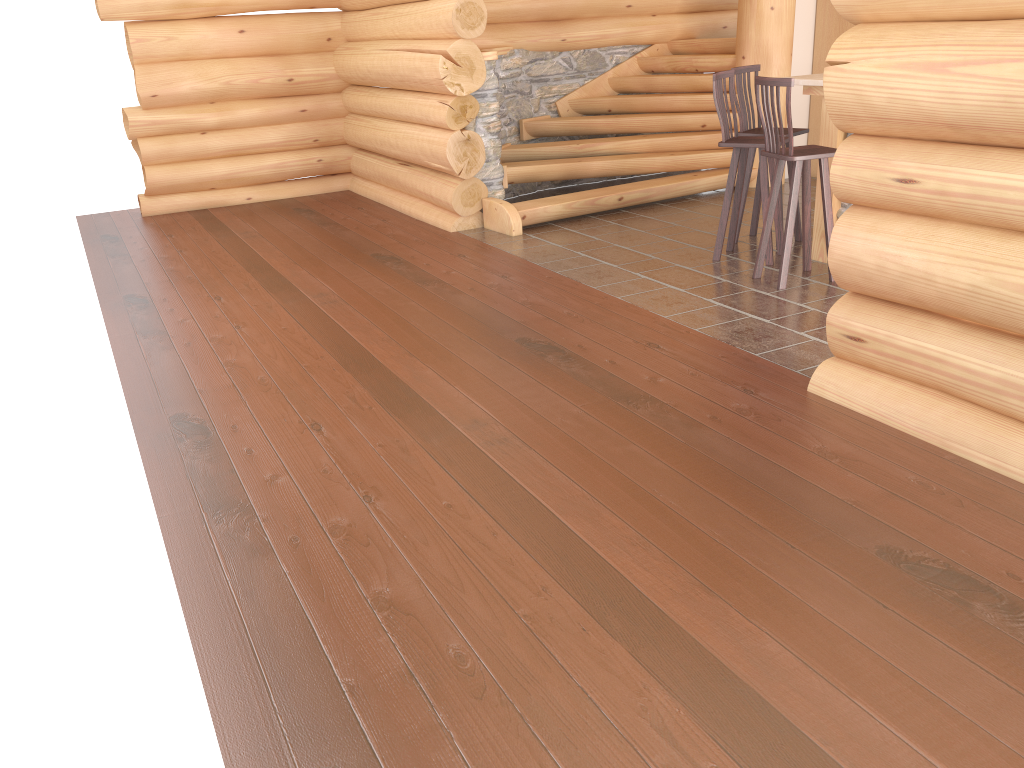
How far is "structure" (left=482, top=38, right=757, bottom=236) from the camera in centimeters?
820cm

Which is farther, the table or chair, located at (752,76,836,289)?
the table

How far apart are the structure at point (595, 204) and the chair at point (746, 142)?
1.75m

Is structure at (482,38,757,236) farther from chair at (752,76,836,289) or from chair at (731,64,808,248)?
chair at (752,76,836,289)

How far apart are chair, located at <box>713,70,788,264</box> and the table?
0.3m

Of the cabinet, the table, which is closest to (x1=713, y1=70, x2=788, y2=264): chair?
the table

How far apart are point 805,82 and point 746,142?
0.5m

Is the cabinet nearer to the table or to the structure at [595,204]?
the structure at [595,204]

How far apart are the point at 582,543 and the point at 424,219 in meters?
5.9 m

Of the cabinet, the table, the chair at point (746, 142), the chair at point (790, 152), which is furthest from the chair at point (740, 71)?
the cabinet
